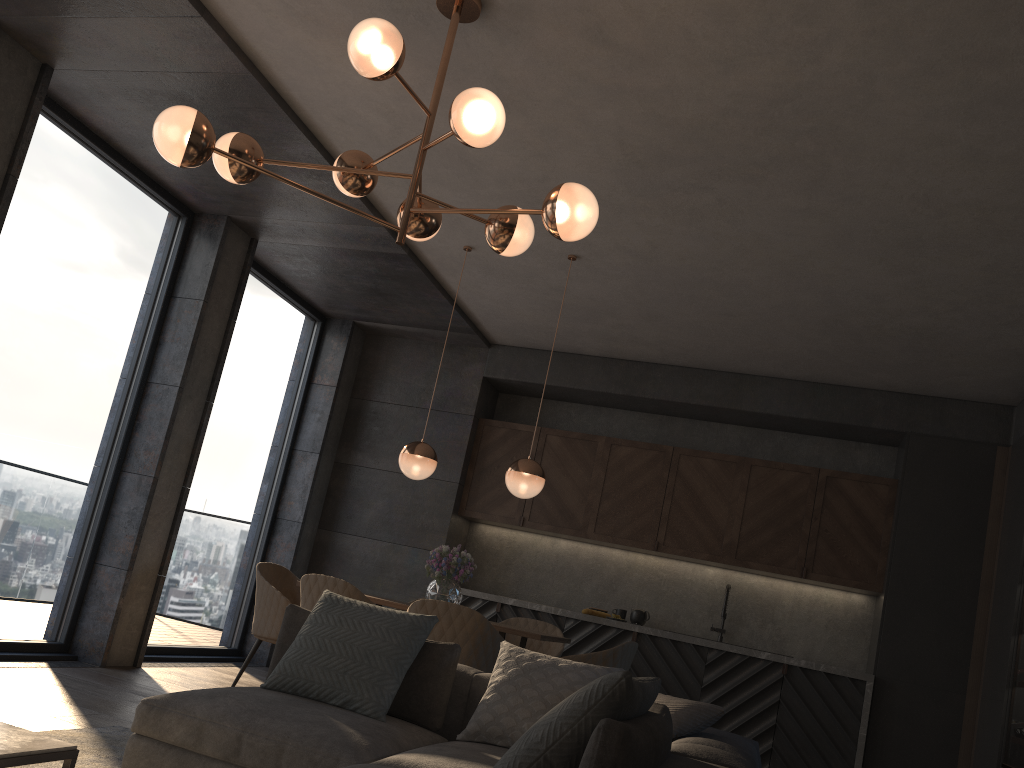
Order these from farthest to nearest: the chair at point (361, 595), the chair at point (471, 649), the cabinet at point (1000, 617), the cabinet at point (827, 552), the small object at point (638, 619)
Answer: the small object at point (638, 619), the cabinet at point (827, 552), the cabinet at point (1000, 617), the chair at point (361, 595), the chair at point (471, 649)

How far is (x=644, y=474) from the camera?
7.1 meters

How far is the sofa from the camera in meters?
1.9

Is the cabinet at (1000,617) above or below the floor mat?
above

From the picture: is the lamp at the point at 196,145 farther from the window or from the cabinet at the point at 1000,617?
the cabinet at the point at 1000,617

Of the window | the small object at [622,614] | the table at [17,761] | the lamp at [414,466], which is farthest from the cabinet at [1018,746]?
the window

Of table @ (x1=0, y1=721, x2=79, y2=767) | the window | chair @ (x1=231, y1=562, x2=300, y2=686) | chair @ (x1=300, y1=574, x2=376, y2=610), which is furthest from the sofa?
the window

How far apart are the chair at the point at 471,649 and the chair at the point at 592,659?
0.5m

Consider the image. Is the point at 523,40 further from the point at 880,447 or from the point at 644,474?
the point at 880,447

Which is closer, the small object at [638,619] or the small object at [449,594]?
the small object at [449,594]
